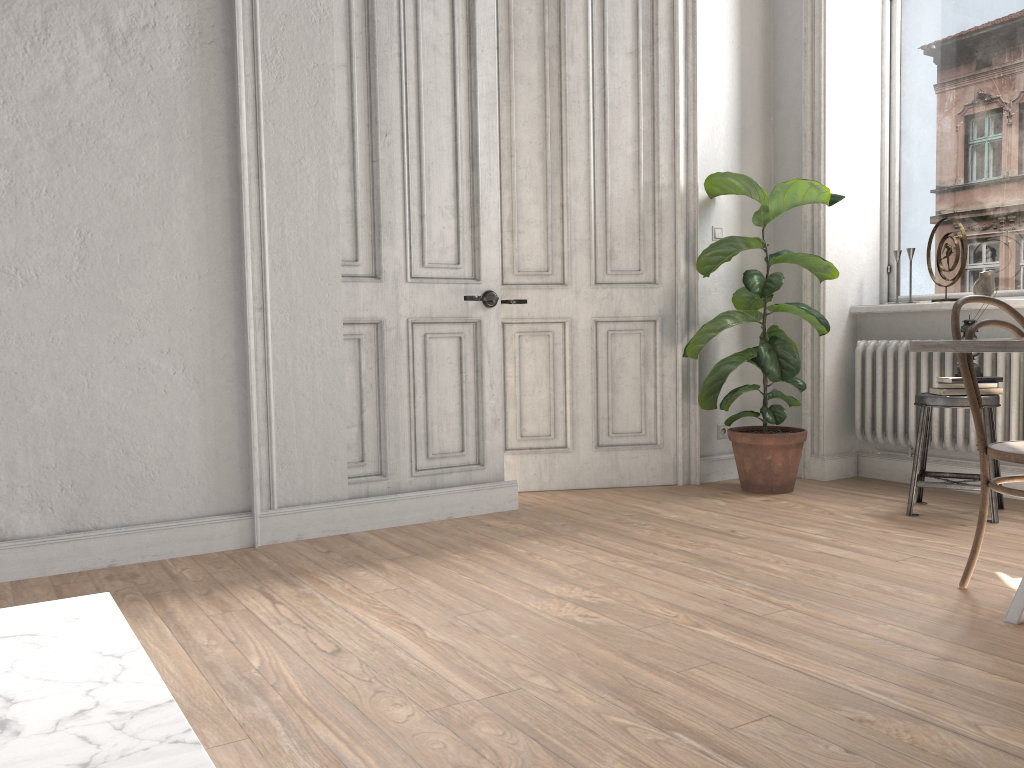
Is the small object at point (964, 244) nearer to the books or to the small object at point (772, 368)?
the small object at point (772, 368)

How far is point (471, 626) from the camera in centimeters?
250cm

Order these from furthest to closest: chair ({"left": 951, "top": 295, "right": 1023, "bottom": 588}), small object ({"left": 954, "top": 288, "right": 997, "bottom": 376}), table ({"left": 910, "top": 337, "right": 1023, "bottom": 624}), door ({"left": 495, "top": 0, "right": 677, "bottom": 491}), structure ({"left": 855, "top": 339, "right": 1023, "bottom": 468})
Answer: door ({"left": 495, "top": 0, "right": 677, "bottom": 491}) < structure ({"left": 855, "top": 339, "right": 1023, "bottom": 468}) < small object ({"left": 954, "top": 288, "right": 997, "bottom": 376}) < chair ({"left": 951, "top": 295, "right": 1023, "bottom": 588}) < table ({"left": 910, "top": 337, "right": 1023, "bottom": 624})

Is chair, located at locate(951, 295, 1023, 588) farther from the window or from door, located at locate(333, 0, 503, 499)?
door, located at locate(333, 0, 503, 499)

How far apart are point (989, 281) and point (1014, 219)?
0.38m

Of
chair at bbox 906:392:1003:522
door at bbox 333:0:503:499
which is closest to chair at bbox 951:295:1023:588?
chair at bbox 906:392:1003:522

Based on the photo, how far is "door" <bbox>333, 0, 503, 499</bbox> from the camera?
3.76m

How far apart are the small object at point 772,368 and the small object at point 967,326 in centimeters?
63cm

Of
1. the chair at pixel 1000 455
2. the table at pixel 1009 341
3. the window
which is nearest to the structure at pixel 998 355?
the window

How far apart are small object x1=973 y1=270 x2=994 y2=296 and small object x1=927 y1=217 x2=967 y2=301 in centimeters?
11cm
